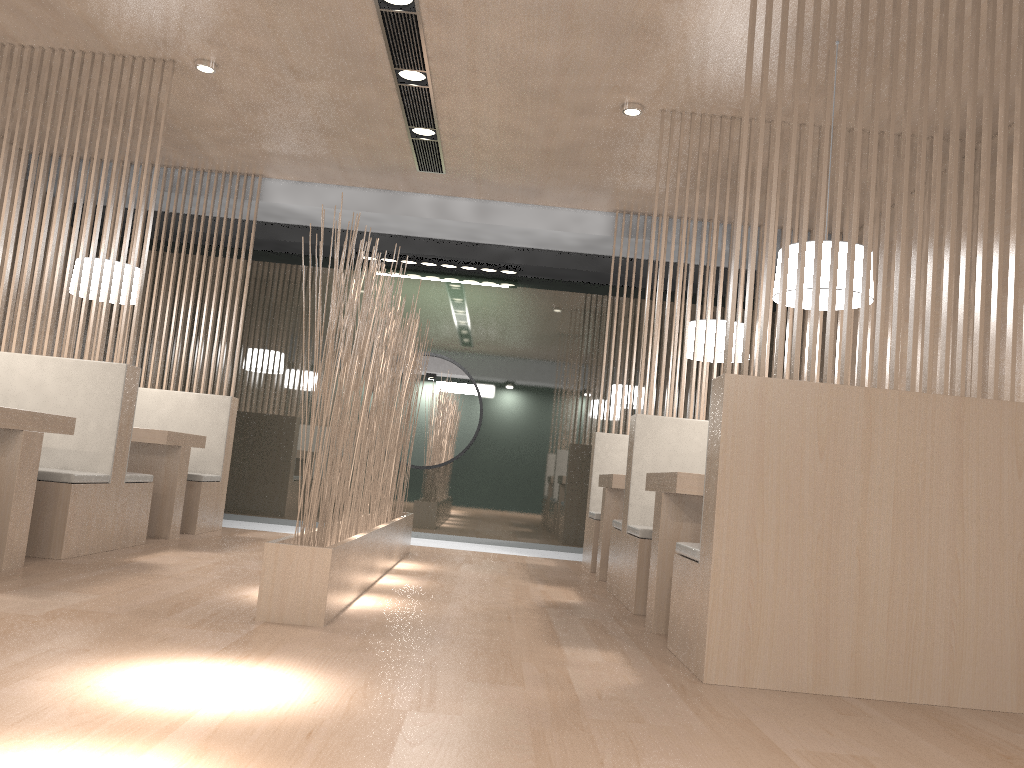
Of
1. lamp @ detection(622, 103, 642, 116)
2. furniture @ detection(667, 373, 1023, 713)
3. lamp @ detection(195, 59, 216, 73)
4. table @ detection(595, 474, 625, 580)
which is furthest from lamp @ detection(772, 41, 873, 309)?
lamp @ detection(195, 59, 216, 73)

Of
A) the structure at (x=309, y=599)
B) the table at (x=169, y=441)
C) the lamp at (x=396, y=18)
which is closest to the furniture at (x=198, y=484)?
the table at (x=169, y=441)

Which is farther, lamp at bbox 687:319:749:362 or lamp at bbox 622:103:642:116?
lamp at bbox 687:319:749:362

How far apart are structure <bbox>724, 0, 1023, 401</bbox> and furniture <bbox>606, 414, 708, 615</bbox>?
0.88m

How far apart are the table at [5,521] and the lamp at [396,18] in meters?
1.4

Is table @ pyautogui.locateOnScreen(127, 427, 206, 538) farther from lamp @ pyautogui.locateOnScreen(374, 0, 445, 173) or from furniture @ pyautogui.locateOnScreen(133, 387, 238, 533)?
lamp @ pyautogui.locateOnScreen(374, 0, 445, 173)

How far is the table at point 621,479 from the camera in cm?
317

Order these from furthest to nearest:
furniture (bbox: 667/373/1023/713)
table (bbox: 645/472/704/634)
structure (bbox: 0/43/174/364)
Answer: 1. structure (bbox: 0/43/174/364)
2. table (bbox: 645/472/704/634)
3. furniture (bbox: 667/373/1023/713)

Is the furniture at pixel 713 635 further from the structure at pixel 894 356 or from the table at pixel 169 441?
the table at pixel 169 441

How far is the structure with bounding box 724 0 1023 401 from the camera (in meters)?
1.76
